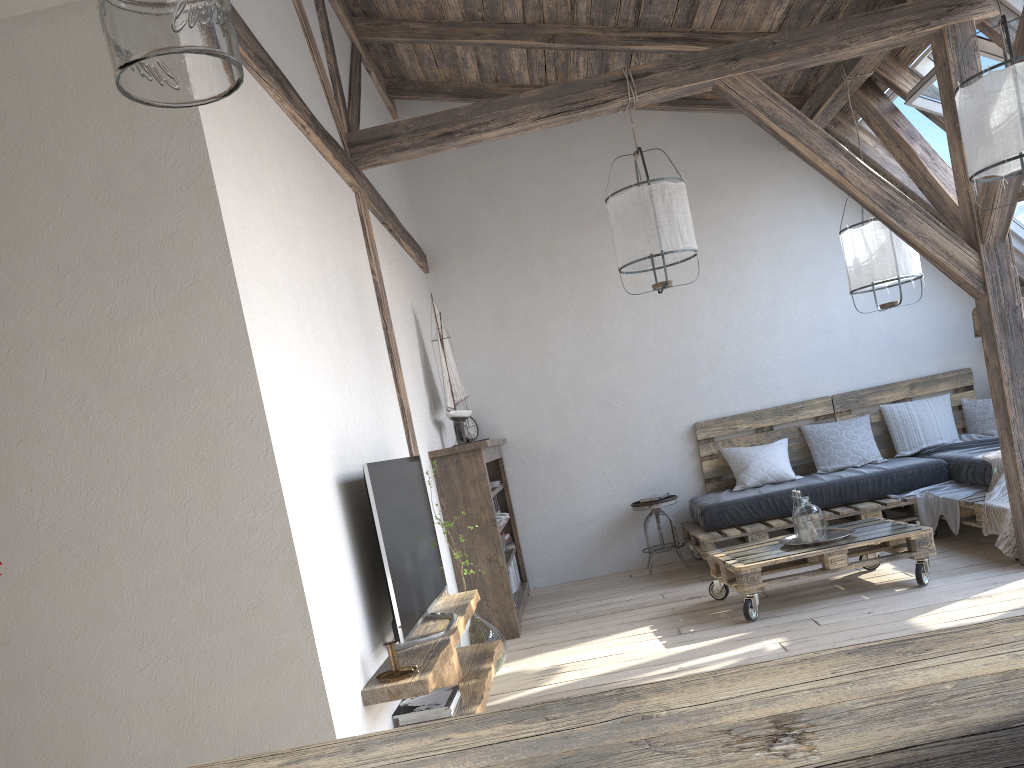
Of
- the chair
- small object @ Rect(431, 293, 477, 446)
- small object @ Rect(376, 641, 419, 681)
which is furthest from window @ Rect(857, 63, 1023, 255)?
small object @ Rect(376, 641, 419, 681)

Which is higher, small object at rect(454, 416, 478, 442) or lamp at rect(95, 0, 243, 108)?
lamp at rect(95, 0, 243, 108)

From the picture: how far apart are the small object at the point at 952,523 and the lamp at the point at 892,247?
1.2 meters

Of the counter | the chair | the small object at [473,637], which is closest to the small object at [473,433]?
the chair

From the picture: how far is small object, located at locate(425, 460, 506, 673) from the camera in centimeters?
422cm

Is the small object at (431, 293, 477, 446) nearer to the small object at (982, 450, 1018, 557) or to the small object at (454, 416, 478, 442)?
the small object at (454, 416, 478, 442)

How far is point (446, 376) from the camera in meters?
5.6 m

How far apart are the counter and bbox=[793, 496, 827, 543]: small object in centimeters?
382cm

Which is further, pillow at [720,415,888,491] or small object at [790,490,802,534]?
pillow at [720,415,888,491]

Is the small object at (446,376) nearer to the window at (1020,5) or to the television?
the television
